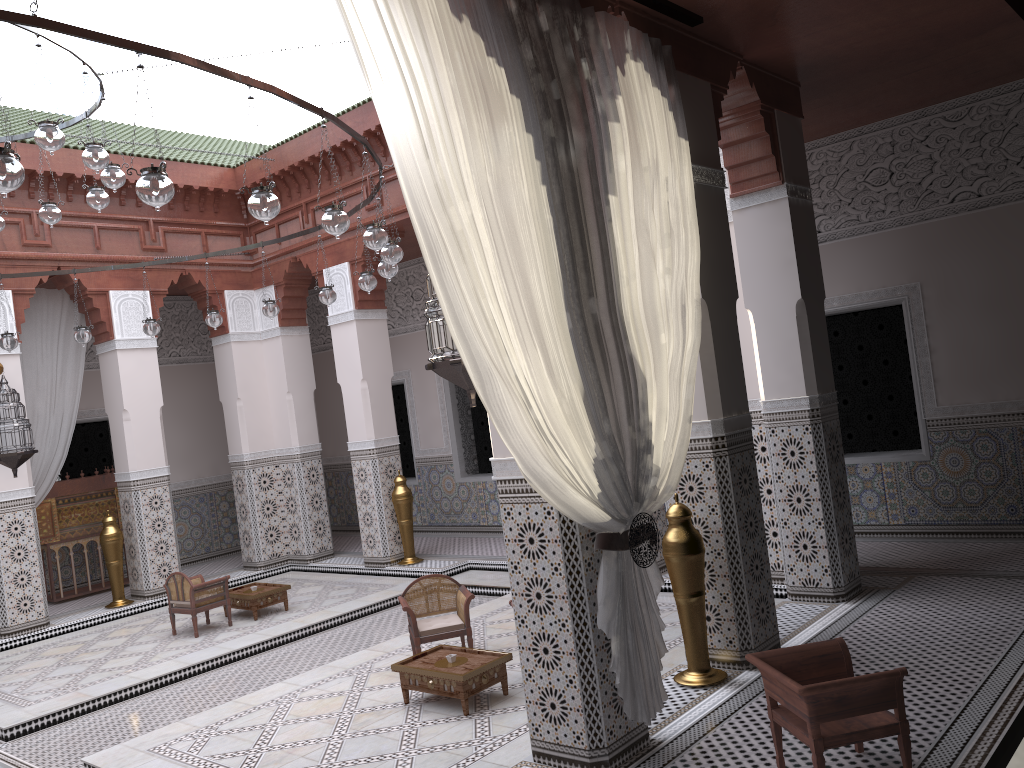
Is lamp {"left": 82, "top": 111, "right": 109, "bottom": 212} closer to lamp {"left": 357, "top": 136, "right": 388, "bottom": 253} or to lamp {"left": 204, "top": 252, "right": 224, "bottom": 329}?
lamp {"left": 204, "top": 252, "right": 224, "bottom": 329}

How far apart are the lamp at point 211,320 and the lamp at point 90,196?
1.03m

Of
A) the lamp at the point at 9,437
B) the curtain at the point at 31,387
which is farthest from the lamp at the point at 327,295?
the curtain at the point at 31,387

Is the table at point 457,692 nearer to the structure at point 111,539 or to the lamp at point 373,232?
the lamp at point 373,232

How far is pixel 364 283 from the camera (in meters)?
3.63

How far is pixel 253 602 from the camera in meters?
4.4 m

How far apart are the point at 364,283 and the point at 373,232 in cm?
92

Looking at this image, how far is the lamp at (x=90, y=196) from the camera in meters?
3.2 m

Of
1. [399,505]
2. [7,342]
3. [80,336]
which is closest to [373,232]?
[80,336]

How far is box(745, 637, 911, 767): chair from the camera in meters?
1.8
